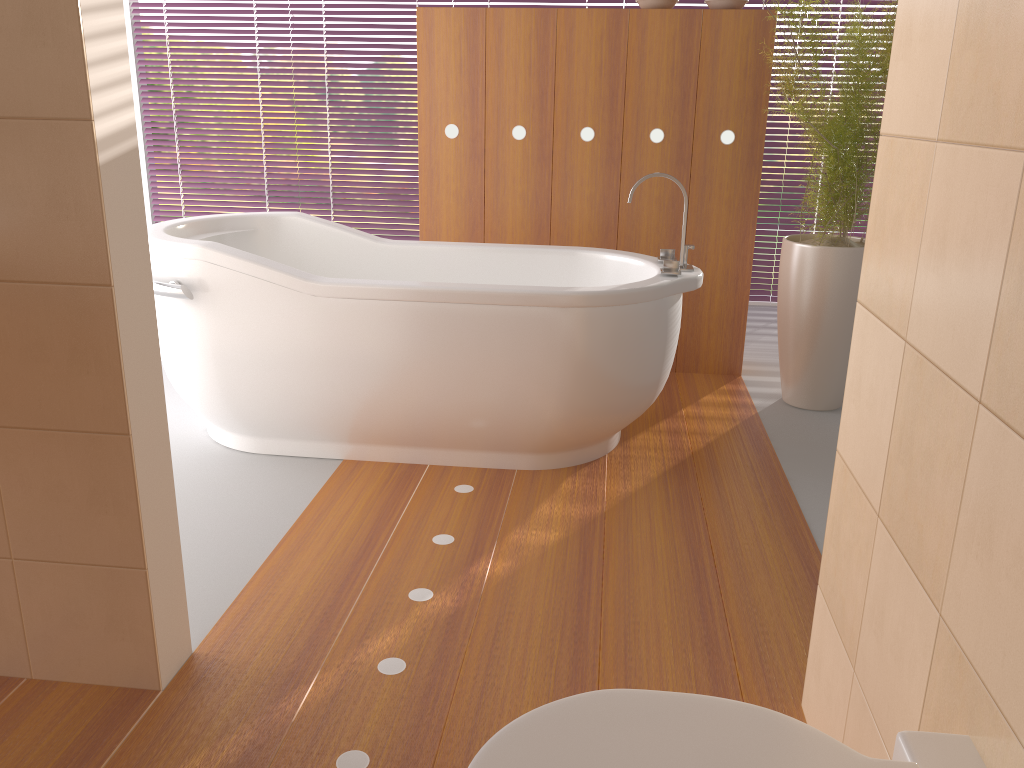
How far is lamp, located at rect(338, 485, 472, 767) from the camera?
1.5m

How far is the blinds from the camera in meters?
5.1 m

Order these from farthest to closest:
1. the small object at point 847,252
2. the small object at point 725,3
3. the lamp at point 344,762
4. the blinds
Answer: the blinds < the small object at point 725,3 < the small object at point 847,252 < the lamp at point 344,762

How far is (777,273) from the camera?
5.2 meters

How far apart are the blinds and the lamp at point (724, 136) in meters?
1.6

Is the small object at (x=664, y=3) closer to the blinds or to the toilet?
the blinds

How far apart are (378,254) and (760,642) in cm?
207

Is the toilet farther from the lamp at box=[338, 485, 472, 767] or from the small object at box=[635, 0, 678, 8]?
the small object at box=[635, 0, 678, 8]

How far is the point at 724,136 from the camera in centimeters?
354cm

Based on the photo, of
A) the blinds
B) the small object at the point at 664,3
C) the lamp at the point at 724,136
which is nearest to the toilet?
the lamp at the point at 724,136
